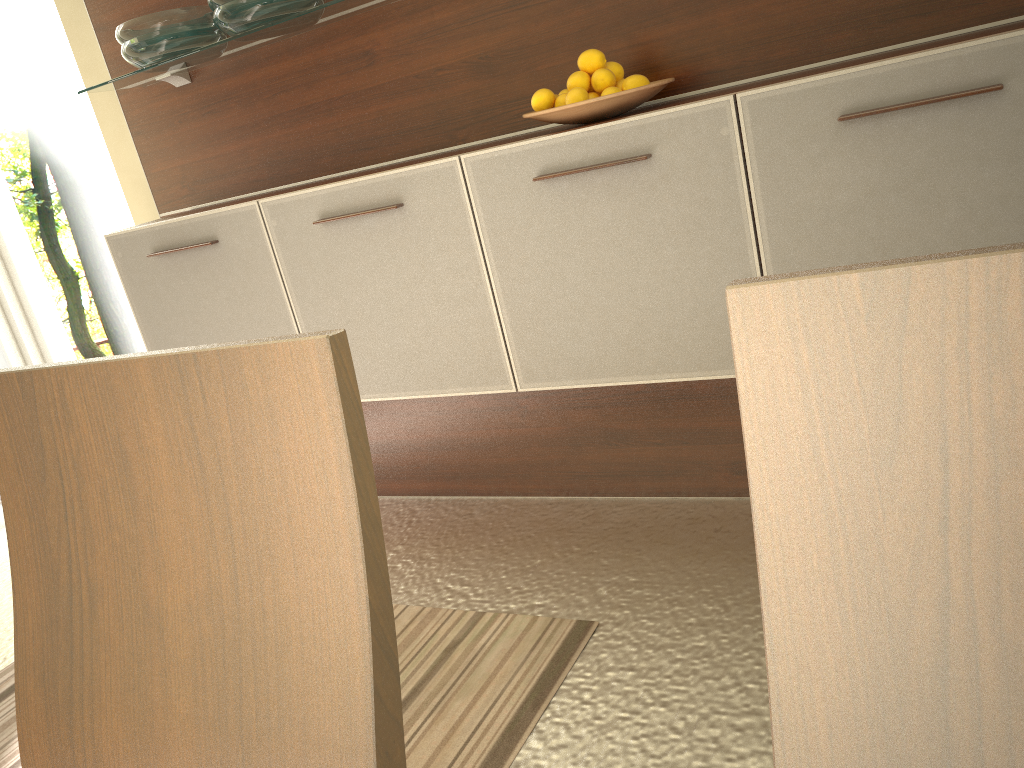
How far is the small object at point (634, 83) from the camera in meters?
1.9

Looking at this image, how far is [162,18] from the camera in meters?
2.3

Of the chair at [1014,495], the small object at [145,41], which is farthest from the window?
the chair at [1014,495]

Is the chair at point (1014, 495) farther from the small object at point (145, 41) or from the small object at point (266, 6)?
the small object at point (145, 41)

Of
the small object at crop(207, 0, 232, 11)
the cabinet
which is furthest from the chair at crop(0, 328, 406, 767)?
the small object at crop(207, 0, 232, 11)

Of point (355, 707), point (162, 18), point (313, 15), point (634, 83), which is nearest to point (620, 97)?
point (634, 83)

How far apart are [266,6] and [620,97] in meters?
0.9 m

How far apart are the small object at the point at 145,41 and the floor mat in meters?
1.6

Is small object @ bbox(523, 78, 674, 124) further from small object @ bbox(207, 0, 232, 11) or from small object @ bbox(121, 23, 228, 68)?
small object @ bbox(121, 23, 228, 68)

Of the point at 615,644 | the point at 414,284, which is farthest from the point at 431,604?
the point at 414,284
